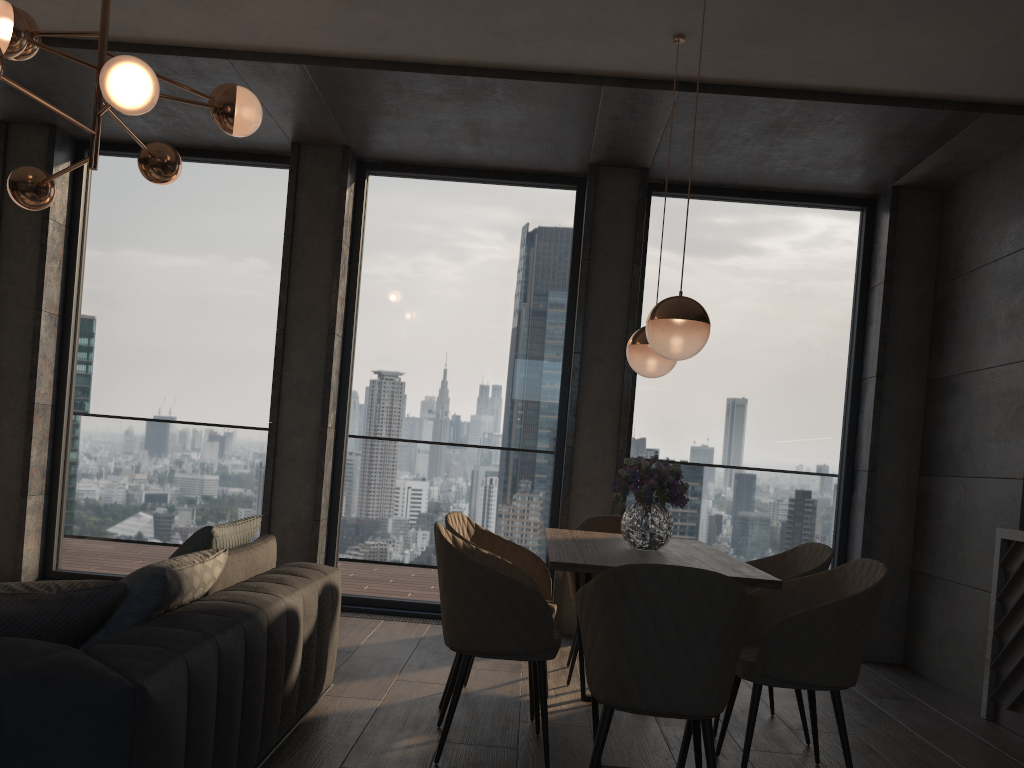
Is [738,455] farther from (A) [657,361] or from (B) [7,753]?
(B) [7,753]

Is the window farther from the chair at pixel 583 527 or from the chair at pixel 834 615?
the chair at pixel 834 615

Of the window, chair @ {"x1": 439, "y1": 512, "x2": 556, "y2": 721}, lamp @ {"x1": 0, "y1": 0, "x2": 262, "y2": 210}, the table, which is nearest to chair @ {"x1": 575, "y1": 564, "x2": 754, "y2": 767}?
the table

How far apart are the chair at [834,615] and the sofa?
1.5 meters

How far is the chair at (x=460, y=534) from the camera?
3.97m

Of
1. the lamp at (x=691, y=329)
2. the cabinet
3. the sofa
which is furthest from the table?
the cabinet

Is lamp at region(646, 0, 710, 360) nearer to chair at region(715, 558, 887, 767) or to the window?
chair at region(715, 558, 887, 767)

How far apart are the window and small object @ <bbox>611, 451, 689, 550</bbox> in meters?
2.1

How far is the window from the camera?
5.87m

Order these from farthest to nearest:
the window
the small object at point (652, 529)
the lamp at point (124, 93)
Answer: the window → the small object at point (652, 529) → the lamp at point (124, 93)
